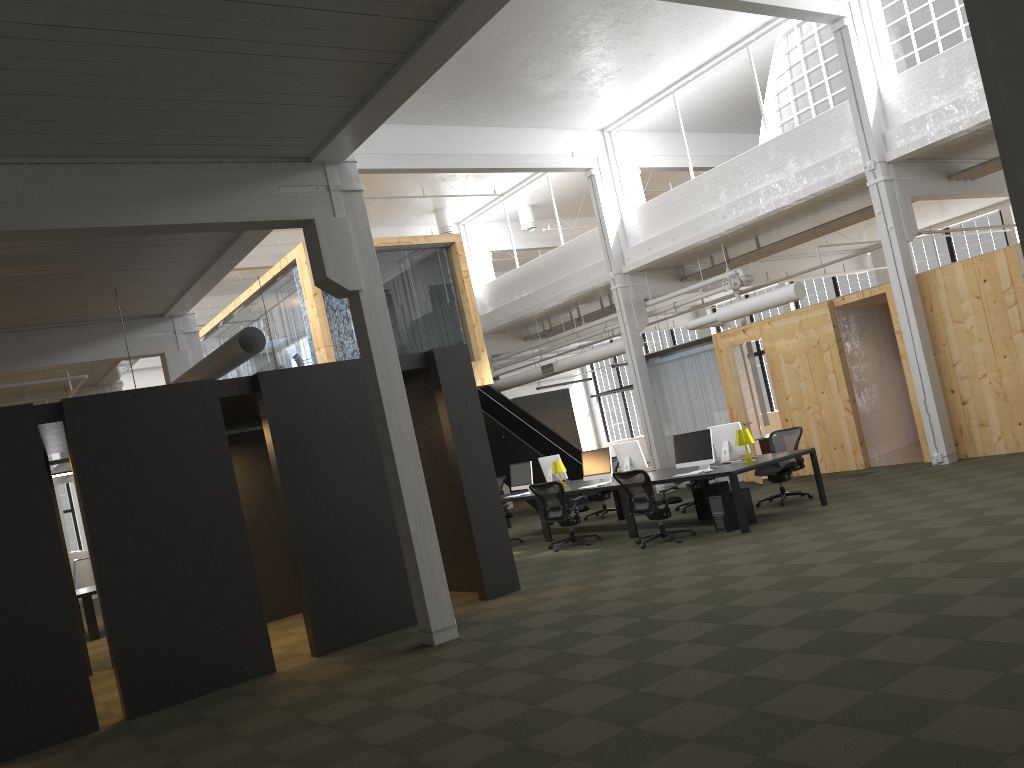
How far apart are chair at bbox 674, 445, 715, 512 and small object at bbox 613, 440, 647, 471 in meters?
1.0 m

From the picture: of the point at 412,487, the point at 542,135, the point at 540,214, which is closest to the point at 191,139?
the point at 412,487

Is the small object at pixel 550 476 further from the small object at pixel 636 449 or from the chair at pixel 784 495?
the chair at pixel 784 495

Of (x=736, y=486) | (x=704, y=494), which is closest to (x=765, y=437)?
(x=704, y=494)

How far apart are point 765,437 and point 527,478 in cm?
563

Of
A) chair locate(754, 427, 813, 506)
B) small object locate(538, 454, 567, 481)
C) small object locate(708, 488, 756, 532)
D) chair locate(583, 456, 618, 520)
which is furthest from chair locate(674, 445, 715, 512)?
small object locate(708, 488, 756, 532)

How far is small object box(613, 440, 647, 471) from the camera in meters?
13.5 m

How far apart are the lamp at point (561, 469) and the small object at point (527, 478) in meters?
0.5 m

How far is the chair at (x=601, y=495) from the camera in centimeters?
1571cm

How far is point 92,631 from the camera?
13.7m
